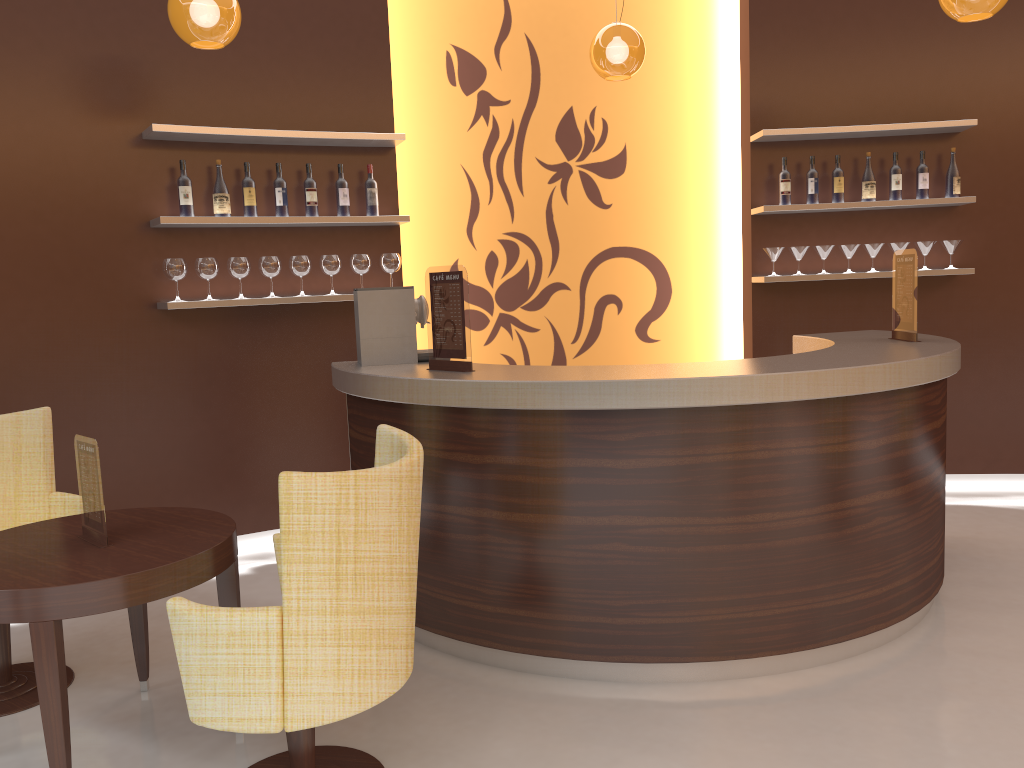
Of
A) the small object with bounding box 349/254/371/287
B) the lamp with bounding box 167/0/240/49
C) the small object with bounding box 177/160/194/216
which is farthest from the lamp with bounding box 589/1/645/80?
the small object with bounding box 177/160/194/216

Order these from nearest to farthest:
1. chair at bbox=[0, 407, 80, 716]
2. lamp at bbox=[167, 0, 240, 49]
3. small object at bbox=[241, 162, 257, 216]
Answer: chair at bbox=[0, 407, 80, 716] → lamp at bbox=[167, 0, 240, 49] → small object at bbox=[241, 162, 257, 216]

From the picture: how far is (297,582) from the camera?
2.1 meters

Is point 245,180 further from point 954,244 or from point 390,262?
point 954,244

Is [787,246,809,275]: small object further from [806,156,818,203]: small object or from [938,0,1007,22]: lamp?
[938,0,1007,22]: lamp

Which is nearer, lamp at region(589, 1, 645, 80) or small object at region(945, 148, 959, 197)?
lamp at region(589, 1, 645, 80)

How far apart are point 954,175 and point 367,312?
3.7m

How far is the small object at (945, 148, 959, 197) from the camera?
5.3 meters

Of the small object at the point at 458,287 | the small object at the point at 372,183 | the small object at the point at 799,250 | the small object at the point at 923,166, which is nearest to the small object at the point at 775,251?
the small object at the point at 799,250

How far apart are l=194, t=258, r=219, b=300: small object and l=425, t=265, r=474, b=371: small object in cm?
159
